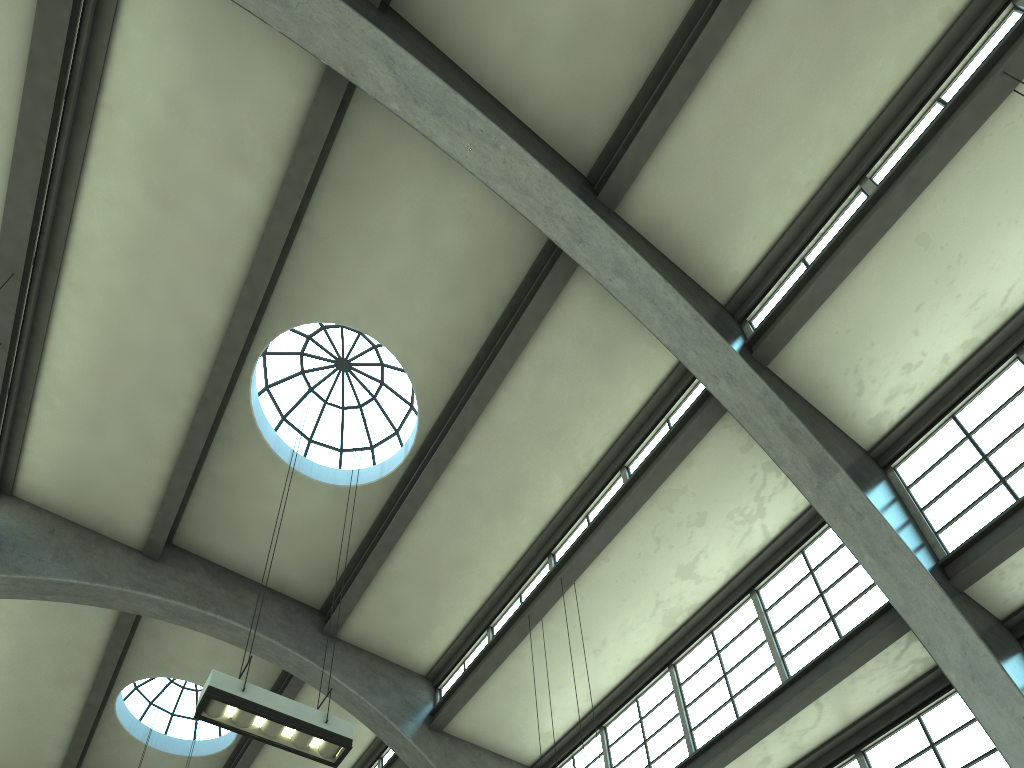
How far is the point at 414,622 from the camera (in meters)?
14.30

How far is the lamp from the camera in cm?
724

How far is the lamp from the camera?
7.2 meters

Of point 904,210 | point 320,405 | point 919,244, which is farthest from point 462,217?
point 919,244
